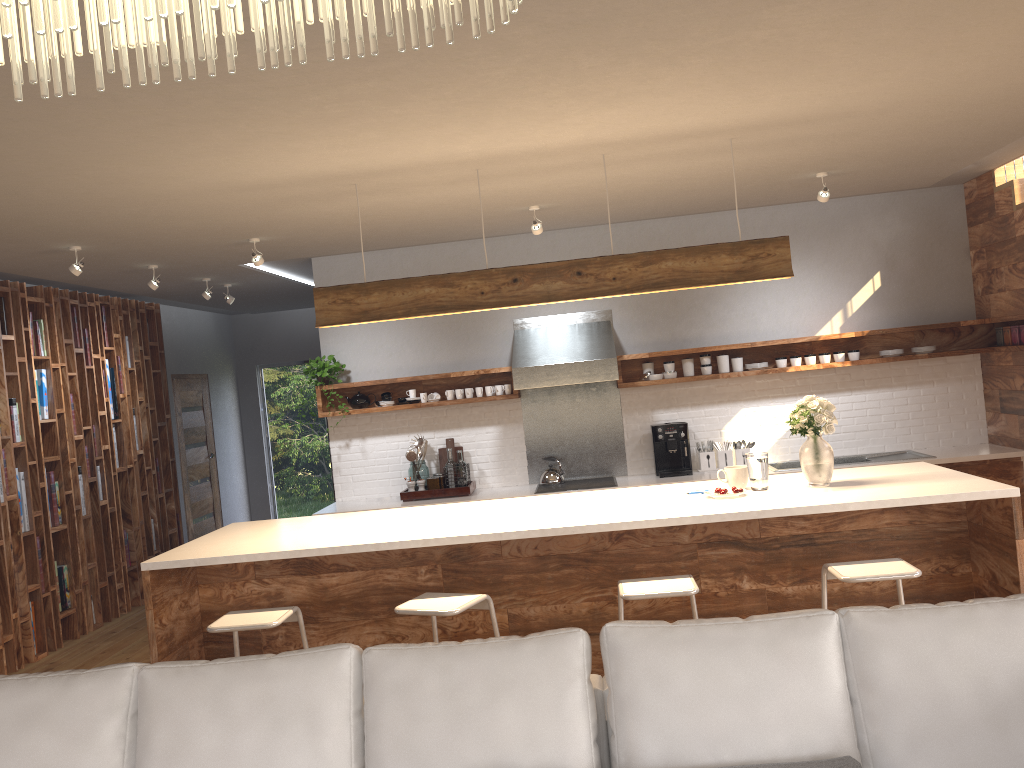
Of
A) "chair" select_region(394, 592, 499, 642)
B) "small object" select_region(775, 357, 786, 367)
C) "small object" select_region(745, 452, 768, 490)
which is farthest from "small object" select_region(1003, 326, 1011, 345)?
"chair" select_region(394, 592, 499, 642)

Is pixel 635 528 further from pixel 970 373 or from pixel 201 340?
pixel 201 340

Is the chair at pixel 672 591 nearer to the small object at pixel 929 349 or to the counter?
the counter

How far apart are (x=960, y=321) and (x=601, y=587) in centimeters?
395cm

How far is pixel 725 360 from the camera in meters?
6.8 m

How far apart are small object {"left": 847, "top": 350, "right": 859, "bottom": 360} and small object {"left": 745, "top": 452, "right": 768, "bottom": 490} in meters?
2.8

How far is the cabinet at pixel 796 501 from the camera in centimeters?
402cm

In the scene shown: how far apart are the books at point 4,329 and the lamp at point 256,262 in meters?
2.0

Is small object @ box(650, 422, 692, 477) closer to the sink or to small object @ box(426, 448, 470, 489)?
the sink

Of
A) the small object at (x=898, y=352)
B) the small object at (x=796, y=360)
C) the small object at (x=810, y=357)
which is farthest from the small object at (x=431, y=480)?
the small object at (x=898, y=352)
